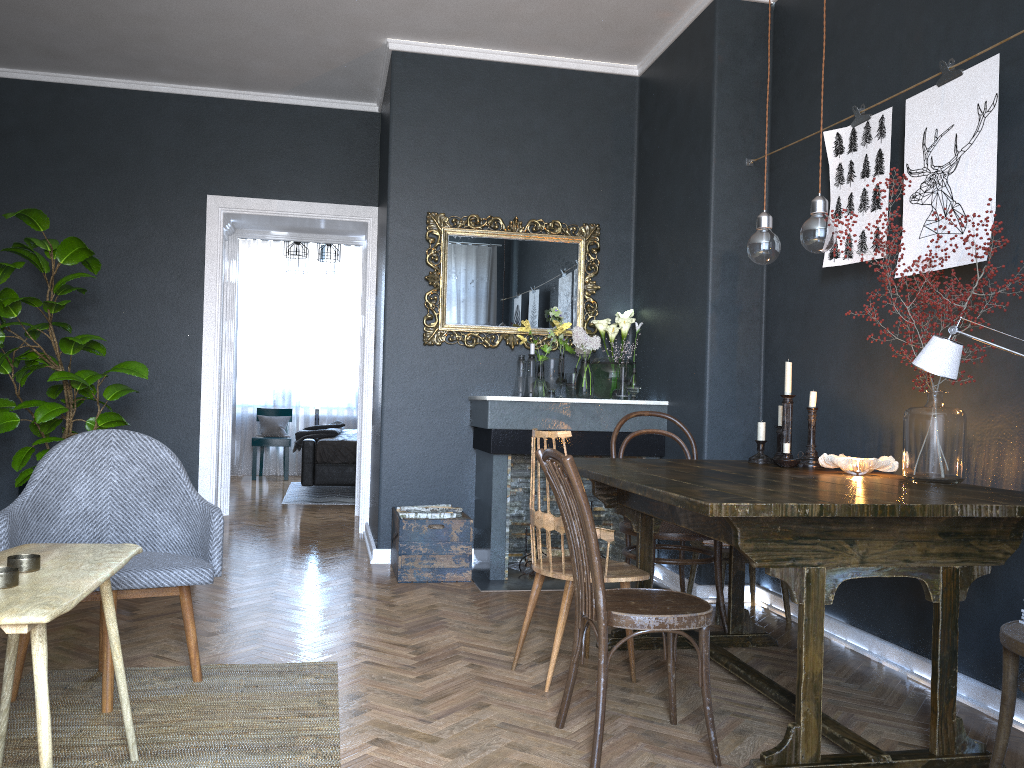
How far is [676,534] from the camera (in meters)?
3.43

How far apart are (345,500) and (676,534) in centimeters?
515cm

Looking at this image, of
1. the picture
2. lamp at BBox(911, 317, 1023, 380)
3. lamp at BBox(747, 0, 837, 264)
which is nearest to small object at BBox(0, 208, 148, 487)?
lamp at BBox(747, 0, 837, 264)

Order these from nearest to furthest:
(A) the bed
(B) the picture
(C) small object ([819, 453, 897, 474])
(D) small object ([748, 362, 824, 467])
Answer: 1. (B) the picture
2. (C) small object ([819, 453, 897, 474])
3. (D) small object ([748, 362, 824, 467])
4. (A) the bed

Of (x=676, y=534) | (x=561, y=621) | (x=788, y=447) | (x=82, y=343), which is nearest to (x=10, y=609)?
(x=561, y=621)

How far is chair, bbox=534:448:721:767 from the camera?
2.3 meters

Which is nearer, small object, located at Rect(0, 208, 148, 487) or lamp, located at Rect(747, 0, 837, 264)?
lamp, located at Rect(747, 0, 837, 264)

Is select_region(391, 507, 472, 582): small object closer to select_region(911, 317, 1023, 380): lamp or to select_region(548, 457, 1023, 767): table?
select_region(548, 457, 1023, 767): table

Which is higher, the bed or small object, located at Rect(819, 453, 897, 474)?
small object, located at Rect(819, 453, 897, 474)

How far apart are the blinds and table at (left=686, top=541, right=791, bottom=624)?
7.02m
